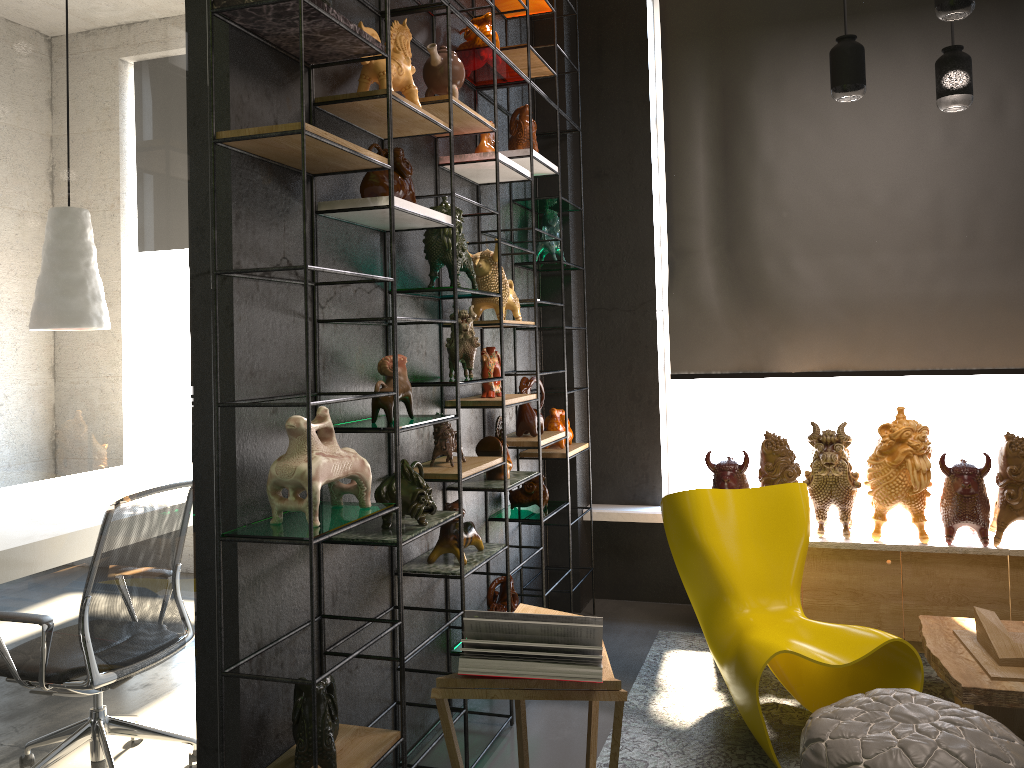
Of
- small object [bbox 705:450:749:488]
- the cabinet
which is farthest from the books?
the cabinet

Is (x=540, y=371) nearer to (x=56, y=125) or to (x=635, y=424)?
(x=635, y=424)

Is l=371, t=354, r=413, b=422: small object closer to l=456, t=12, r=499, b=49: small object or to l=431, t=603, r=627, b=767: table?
l=431, t=603, r=627, b=767: table

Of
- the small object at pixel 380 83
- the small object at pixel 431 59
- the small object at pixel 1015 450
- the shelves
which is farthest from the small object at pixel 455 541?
the small object at pixel 1015 450

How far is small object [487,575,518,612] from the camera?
3.8m

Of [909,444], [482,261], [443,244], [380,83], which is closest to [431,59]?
[380,83]

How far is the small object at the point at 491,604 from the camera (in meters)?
3.76

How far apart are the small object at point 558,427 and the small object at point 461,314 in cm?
135

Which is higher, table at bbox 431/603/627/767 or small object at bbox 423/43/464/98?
small object at bbox 423/43/464/98

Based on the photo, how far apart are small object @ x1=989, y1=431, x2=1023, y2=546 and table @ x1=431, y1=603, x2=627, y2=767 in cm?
233
